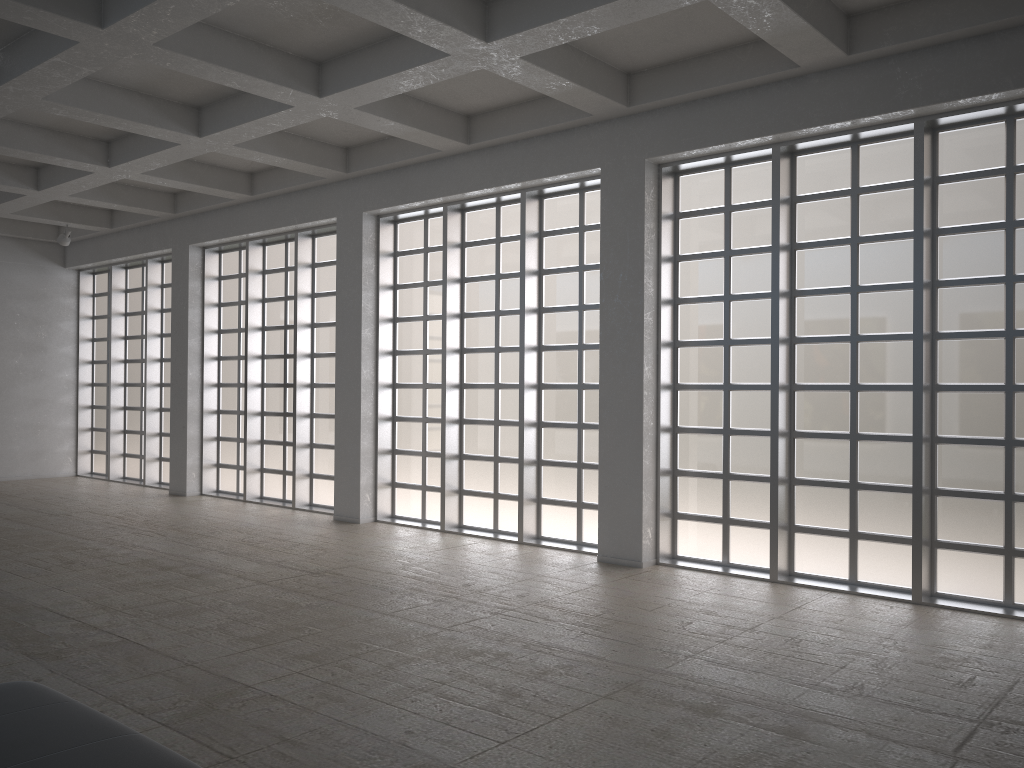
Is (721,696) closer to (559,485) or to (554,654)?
(554,654)

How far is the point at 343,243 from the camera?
22.4m
